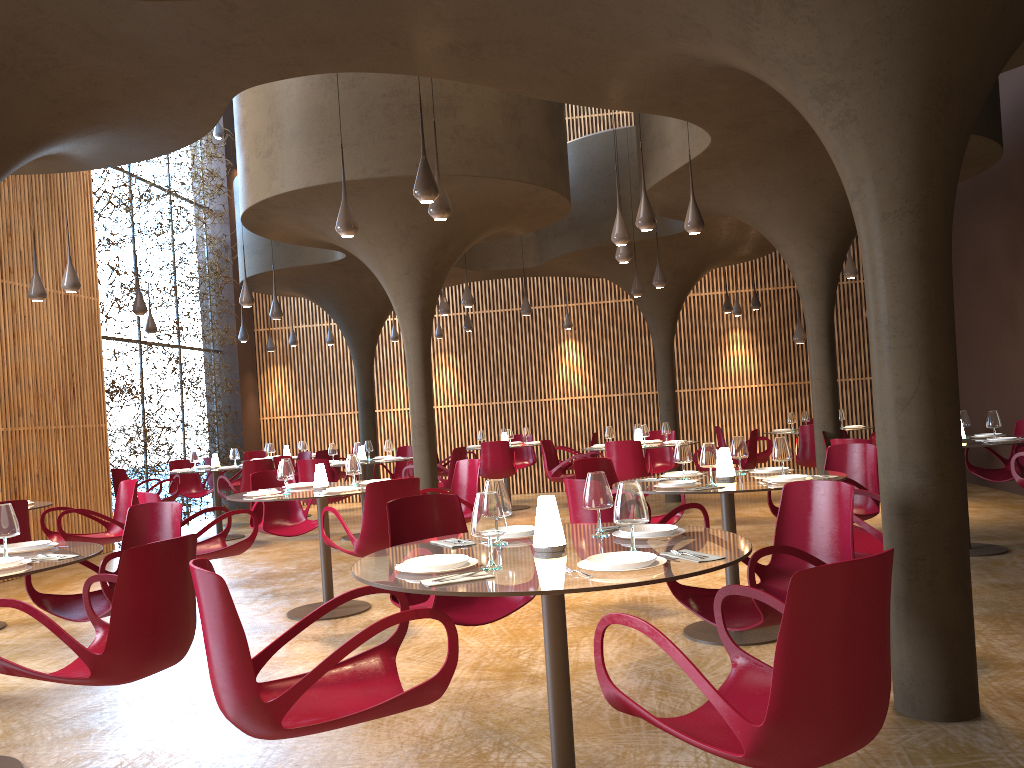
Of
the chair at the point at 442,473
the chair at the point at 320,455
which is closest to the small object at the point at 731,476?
the chair at the point at 442,473

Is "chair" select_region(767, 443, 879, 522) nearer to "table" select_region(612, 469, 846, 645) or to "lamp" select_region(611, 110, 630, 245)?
"table" select_region(612, 469, 846, 645)

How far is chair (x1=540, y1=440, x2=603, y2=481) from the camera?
12.8 meters

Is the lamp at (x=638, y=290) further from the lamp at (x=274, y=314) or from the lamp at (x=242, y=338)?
the lamp at (x=242, y=338)

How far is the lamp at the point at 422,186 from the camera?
6.5 meters

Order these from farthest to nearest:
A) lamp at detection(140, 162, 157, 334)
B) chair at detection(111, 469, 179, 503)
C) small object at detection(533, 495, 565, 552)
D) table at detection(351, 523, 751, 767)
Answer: lamp at detection(140, 162, 157, 334), chair at detection(111, 469, 179, 503), small object at detection(533, 495, 565, 552), table at detection(351, 523, 751, 767)

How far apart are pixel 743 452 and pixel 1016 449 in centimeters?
421cm

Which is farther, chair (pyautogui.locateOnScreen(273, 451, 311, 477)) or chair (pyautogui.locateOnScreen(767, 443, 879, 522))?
chair (pyautogui.locateOnScreen(273, 451, 311, 477))

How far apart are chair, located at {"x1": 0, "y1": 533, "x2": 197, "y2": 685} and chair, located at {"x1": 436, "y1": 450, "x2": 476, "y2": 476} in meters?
11.2 m

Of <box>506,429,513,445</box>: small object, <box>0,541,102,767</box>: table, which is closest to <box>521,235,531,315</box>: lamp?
<box>506,429,513,445</box>: small object
